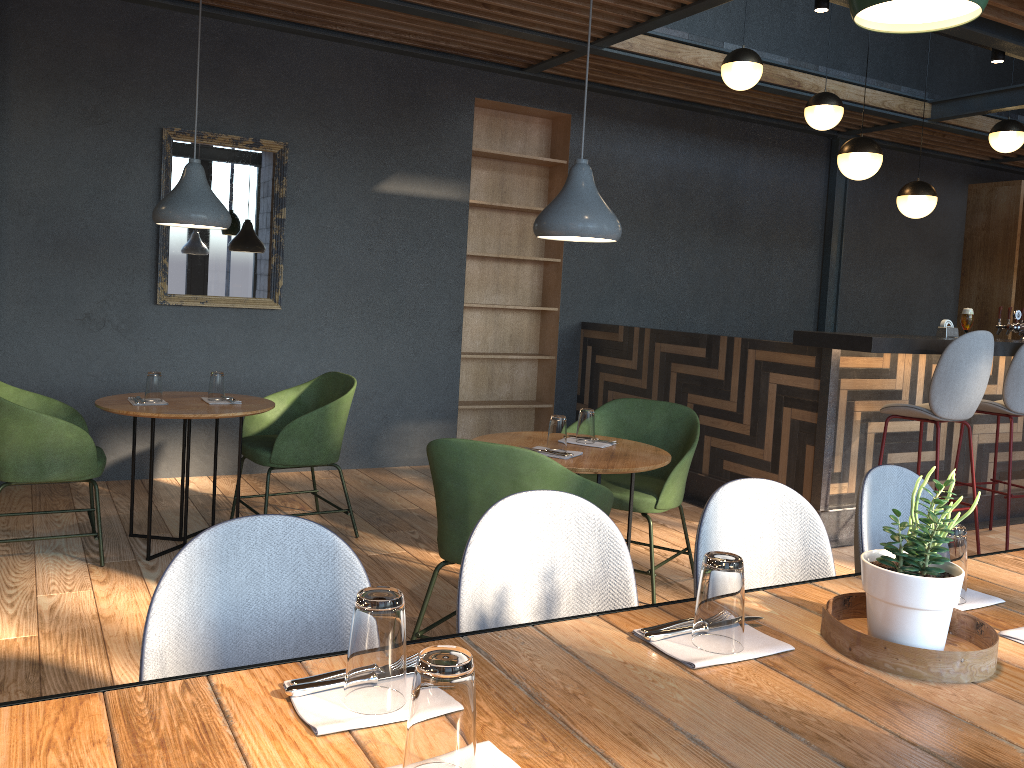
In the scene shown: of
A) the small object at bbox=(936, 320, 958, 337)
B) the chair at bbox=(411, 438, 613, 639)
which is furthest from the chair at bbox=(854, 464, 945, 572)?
the small object at bbox=(936, 320, 958, 337)

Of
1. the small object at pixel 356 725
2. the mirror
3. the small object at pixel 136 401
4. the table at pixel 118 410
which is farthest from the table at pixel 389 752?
the mirror

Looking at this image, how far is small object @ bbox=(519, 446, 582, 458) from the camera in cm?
334

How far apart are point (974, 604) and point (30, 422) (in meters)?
3.51

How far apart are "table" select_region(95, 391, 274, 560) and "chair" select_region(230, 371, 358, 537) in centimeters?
11cm

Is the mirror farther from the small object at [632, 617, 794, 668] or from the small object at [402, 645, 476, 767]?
the small object at [402, 645, 476, 767]

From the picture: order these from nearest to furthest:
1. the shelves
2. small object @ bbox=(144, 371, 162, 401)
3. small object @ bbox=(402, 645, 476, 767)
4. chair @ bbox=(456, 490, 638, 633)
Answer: small object @ bbox=(402, 645, 476, 767), chair @ bbox=(456, 490, 638, 633), small object @ bbox=(144, 371, 162, 401), the shelves

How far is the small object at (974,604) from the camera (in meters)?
1.64

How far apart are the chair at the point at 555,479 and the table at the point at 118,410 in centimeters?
142cm

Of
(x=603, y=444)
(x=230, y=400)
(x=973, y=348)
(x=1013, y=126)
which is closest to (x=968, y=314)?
(x=973, y=348)
